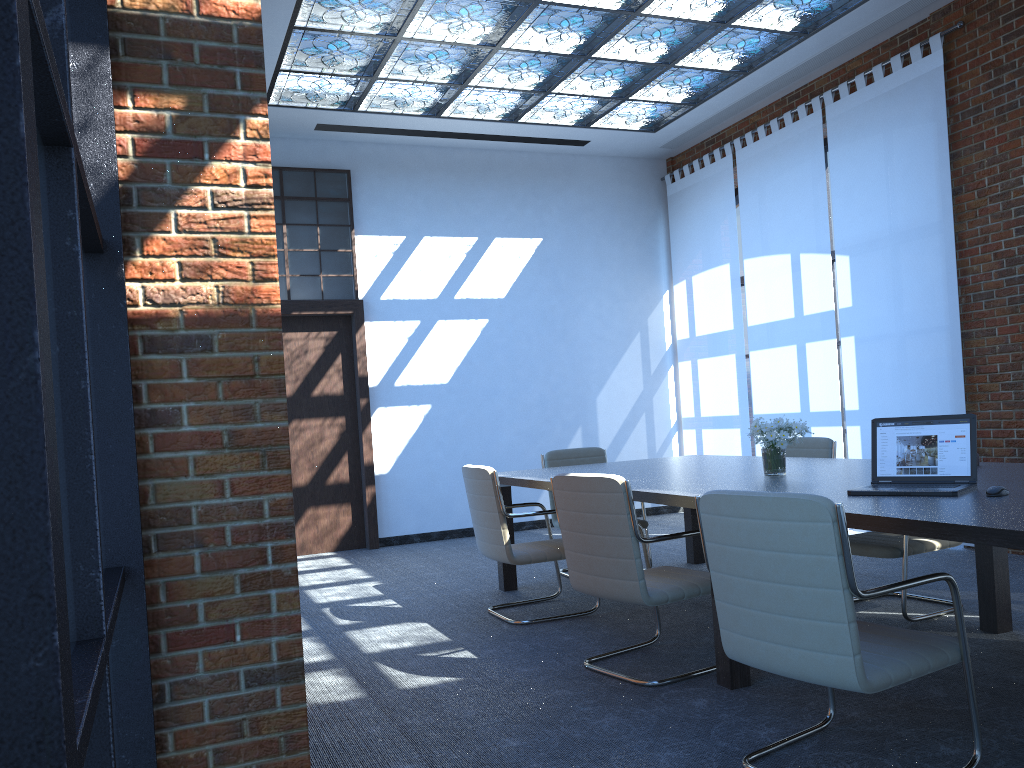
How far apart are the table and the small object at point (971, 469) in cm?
3

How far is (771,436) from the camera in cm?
440

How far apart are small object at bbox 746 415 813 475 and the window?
5.06m

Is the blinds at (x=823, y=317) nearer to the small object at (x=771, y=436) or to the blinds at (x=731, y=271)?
the blinds at (x=731, y=271)

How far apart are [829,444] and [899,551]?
1.4m

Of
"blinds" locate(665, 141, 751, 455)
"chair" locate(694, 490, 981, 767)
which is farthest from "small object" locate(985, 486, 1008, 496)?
"blinds" locate(665, 141, 751, 455)

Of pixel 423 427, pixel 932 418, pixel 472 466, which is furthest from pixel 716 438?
pixel 932 418

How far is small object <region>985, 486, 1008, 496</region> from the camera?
3.0m

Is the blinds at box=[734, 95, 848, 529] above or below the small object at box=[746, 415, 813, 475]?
above

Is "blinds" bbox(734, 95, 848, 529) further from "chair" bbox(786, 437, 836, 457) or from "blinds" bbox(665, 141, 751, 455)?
"chair" bbox(786, 437, 836, 457)
